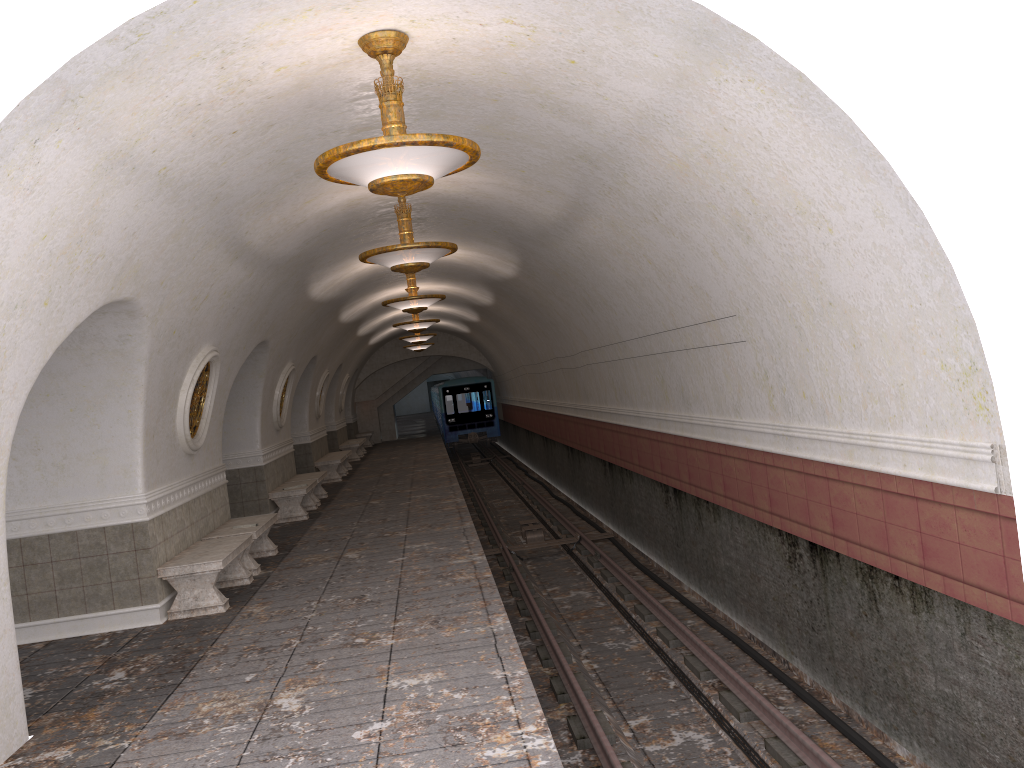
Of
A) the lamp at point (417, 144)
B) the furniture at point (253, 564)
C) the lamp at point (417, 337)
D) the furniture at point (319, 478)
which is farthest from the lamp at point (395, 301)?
the lamp at point (417, 337)

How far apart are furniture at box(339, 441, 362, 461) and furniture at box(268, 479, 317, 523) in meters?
10.7 m

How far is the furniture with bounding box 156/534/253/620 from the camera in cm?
838

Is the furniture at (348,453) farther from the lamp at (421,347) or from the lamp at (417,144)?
the lamp at (417,144)

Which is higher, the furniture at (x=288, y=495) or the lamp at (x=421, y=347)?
the lamp at (x=421, y=347)

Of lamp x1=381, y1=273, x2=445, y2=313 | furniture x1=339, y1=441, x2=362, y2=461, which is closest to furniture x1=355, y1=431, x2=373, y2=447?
furniture x1=339, y1=441, x2=362, y2=461

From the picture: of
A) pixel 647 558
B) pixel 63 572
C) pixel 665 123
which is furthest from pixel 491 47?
pixel 647 558

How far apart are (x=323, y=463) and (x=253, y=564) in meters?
10.3

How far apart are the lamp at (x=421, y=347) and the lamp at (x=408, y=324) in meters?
9.4 m

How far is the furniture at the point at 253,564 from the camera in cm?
1013
